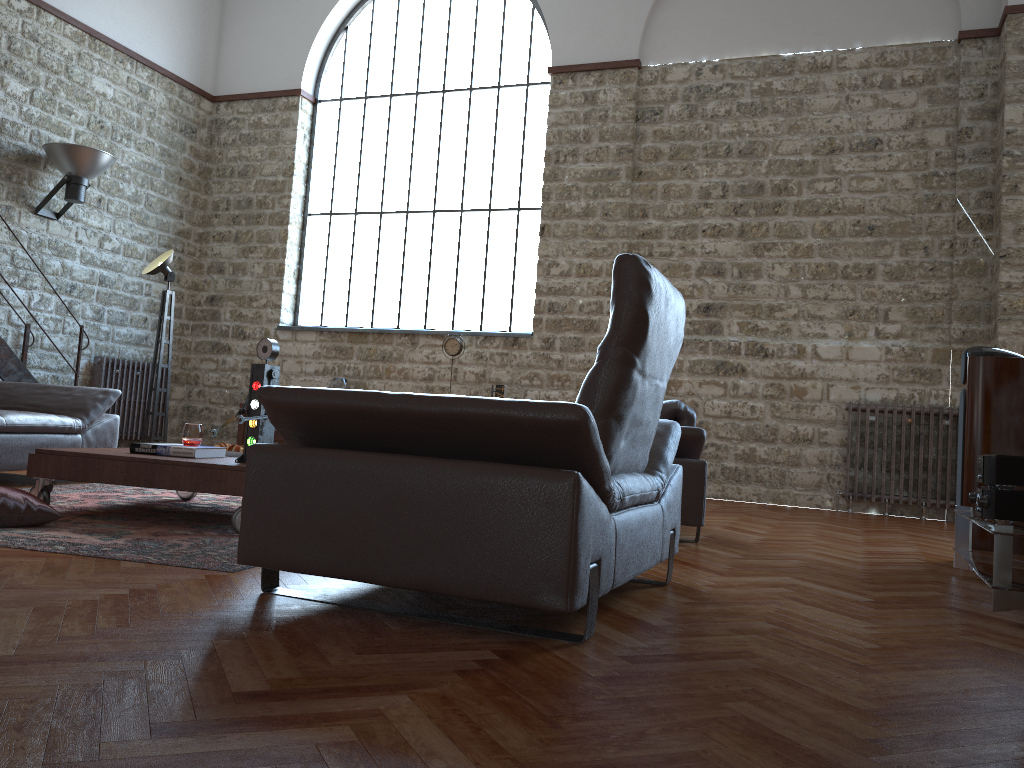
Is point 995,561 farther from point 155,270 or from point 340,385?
point 340,385

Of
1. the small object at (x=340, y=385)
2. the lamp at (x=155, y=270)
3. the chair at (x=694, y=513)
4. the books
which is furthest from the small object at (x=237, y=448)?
the small object at (x=340, y=385)

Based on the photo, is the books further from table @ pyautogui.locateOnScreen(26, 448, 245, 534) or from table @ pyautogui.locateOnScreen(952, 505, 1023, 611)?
table @ pyautogui.locateOnScreen(952, 505, 1023, 611)

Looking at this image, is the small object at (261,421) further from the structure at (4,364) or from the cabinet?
the cabinet

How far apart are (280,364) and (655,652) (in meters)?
8.69

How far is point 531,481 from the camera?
2.2 meters

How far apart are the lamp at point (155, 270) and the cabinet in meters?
2.9 m

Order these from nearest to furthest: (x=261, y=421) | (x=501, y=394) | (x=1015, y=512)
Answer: (x=1015, y=512) < (x=261, y=421) < (x=501, y=394)

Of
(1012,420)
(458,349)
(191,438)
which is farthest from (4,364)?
(1012,420)

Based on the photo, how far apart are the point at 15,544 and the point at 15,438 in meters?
2.1
